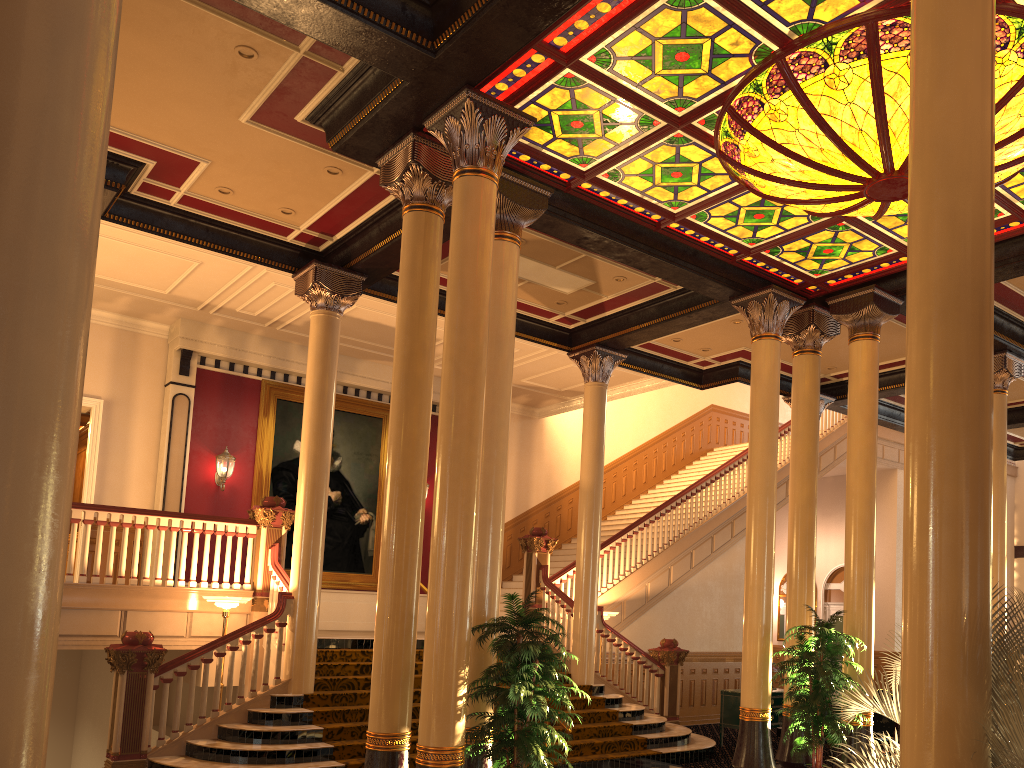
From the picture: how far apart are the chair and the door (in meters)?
10.37

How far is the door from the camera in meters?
20.9

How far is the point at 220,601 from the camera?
9.8m

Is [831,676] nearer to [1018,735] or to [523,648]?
[523,648]

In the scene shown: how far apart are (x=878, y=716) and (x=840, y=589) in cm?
1064

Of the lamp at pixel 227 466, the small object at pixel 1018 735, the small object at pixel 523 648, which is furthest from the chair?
the lamp at pixel 227 466

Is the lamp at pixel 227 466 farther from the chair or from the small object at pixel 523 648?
the chair

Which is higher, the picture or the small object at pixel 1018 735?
the picture

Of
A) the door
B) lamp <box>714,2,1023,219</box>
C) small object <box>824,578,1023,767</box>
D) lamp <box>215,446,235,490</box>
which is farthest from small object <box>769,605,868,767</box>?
the door

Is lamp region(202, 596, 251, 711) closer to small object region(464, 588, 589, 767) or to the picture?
small object region(464, 588, 589, 767)
